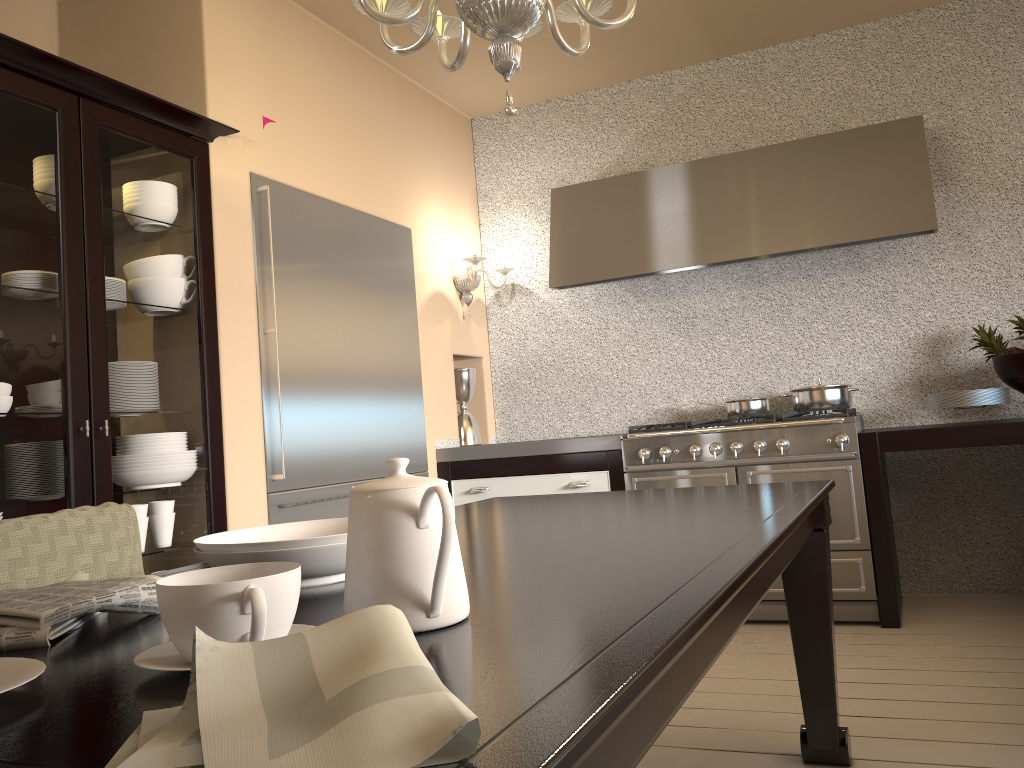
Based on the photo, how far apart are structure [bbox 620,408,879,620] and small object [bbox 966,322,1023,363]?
0.6m

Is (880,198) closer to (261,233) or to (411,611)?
(261,233)

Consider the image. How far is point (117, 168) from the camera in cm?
258

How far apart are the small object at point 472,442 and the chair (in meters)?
2.62

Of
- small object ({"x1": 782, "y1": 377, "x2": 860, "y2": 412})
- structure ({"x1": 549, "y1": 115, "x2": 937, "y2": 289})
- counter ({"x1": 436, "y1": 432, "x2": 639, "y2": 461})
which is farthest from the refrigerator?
small object ({"x1": 782, "y1": 377, "x2": 860, "y2": 412})

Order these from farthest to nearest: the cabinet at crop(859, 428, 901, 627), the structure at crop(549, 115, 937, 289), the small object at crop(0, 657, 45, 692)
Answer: the structure at crop(549, 115, 937, 289), the cabinet at crop(859, 428, 901, 627), the small object at crop(0, 657, 45, 692)

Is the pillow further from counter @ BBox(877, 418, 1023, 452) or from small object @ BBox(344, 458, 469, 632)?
counter @ BBox(877, 418, 1023, 452)

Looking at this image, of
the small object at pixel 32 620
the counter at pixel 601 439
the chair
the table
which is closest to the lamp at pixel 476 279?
the counter at pixel 601 439

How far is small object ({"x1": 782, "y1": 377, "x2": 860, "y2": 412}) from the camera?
3.7m

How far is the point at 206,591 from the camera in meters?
0.7
